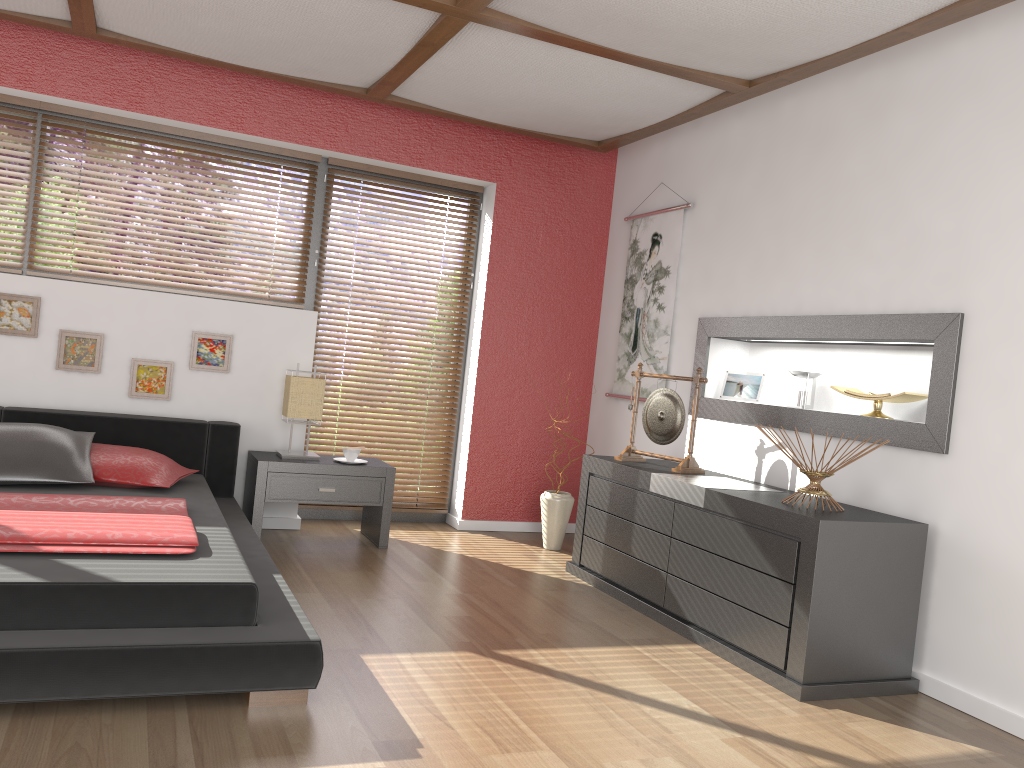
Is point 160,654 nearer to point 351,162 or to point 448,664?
point 448,664

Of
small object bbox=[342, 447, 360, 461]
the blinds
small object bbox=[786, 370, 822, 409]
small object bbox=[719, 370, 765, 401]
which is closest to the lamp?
small object bbox=[342, 447, 360, 461]

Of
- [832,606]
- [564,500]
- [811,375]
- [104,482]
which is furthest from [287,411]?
[832,606]

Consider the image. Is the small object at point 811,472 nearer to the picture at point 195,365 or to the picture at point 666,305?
the picture at point 666,305

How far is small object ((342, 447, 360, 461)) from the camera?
4.6 meters

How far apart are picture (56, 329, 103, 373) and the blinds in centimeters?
123cm

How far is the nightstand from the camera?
4.4m

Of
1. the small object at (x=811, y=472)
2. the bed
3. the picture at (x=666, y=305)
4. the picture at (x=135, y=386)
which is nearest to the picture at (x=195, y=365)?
the picture at (x=135, y=386)

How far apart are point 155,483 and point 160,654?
1.6m

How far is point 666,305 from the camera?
4.9m
